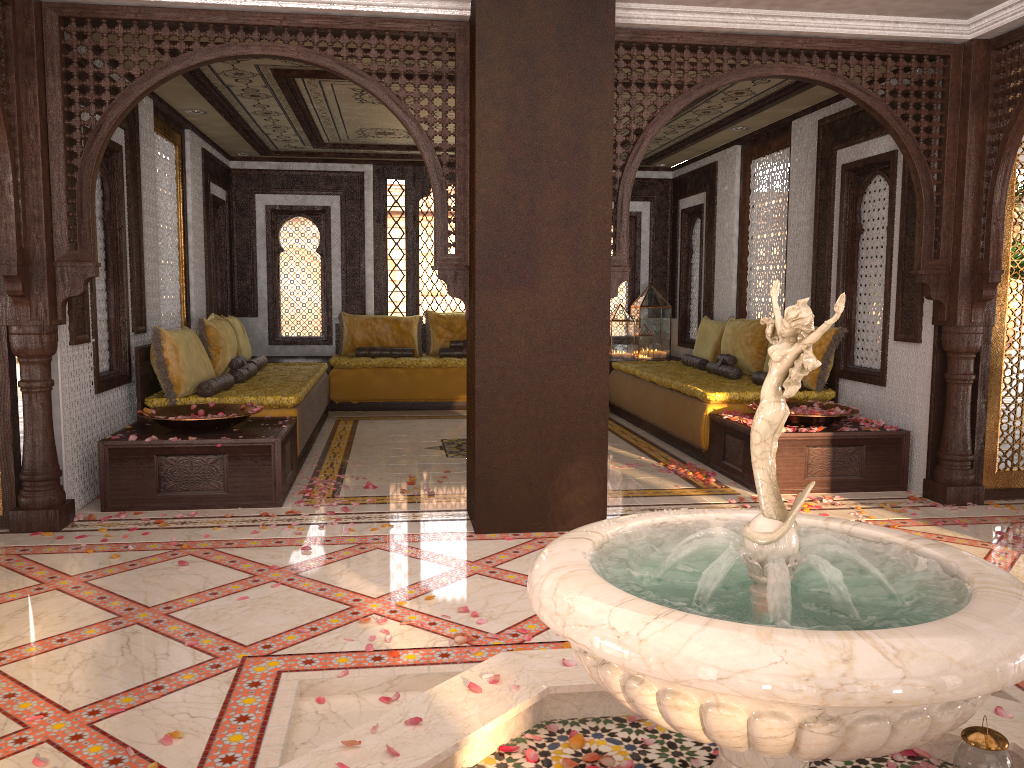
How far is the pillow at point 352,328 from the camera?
10.3m

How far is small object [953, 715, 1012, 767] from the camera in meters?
2.3

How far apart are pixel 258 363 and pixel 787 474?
5.0m

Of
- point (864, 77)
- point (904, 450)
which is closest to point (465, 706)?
point (904, 450)

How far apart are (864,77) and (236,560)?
4.5 meters

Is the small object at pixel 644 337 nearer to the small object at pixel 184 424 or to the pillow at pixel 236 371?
the pillow at pixel 236 371

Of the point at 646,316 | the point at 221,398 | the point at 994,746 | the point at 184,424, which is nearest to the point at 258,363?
the point at 221,398

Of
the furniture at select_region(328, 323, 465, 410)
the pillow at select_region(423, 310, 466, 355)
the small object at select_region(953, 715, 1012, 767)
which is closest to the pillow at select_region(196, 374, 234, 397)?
the furniture at select_region(328, 323, 465, 410)

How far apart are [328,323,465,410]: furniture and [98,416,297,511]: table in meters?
3.4 m

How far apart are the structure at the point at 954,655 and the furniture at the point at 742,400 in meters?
3.7 m
